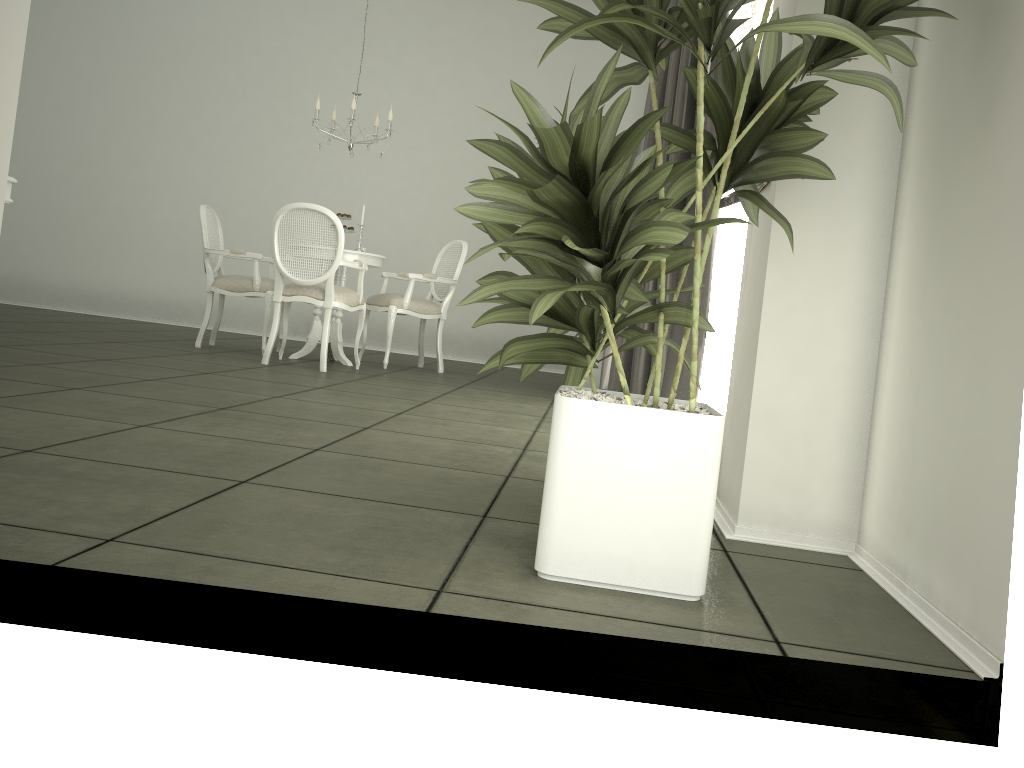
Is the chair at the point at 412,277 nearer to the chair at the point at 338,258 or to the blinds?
the chair at the point at 338,258

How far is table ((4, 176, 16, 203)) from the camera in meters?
3.4

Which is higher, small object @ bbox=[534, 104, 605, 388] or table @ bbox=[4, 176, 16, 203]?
table @ bbox=[4, 176, 16, 203]

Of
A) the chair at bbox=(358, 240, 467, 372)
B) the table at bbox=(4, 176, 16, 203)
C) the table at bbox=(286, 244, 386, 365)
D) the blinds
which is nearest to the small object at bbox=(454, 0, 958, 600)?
the blinds

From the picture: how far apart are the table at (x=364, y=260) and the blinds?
1.9m

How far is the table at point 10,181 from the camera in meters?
3.4 m

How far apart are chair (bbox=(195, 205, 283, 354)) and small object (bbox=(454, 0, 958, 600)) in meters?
4.5

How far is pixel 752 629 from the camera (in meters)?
Result: 1.59

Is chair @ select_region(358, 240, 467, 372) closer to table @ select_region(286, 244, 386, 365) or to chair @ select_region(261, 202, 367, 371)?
table @ select_region(286, 244, 386, 365)

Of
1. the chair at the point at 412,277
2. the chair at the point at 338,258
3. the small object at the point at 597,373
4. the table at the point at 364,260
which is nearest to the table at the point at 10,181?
the chair at the point at 338,258
